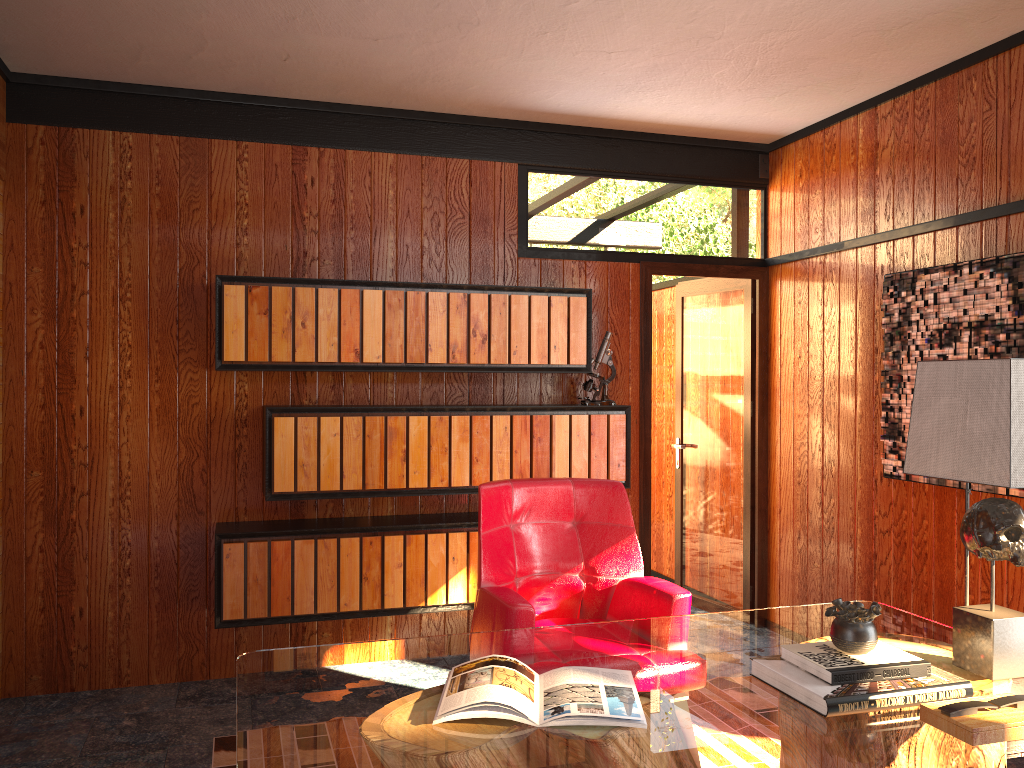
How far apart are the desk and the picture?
0.9m

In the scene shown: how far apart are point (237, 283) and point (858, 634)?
2.71m

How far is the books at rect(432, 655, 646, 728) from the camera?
1.7 meters

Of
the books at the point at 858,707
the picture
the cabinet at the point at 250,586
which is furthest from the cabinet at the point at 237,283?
the books at the point at 858,707

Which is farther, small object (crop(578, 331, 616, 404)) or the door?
the door

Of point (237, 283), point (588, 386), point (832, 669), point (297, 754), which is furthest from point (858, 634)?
point (237, 283)

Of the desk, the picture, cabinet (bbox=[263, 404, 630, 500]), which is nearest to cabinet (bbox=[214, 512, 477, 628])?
cabinet (bbox=[263, 404, 630, 500])

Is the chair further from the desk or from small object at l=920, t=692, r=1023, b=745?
small object at l=920, t=692, r=1023, b=745

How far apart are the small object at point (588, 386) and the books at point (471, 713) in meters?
2.2

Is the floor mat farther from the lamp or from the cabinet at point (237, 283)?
the lamp
